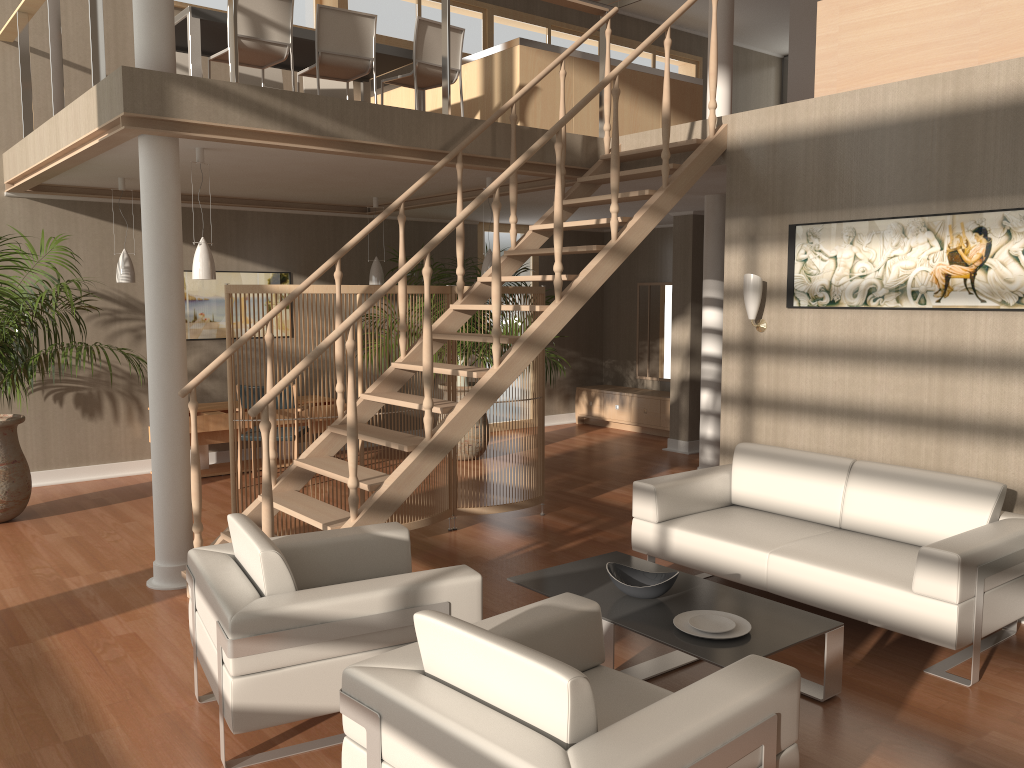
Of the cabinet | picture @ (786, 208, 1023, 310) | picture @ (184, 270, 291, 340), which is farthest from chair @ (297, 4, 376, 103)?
the cabinet

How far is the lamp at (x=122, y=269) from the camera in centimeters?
681cm

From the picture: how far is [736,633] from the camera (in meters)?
3.36

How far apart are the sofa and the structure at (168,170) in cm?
229

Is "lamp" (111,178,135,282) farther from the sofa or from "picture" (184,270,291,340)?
the sofa

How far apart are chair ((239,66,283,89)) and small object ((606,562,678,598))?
5.17m

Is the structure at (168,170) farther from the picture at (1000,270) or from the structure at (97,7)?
the picture at (1000,270)

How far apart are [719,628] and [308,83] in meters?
5.9

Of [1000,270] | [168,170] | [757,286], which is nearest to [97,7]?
[168,170]

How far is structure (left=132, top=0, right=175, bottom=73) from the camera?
4.5m
